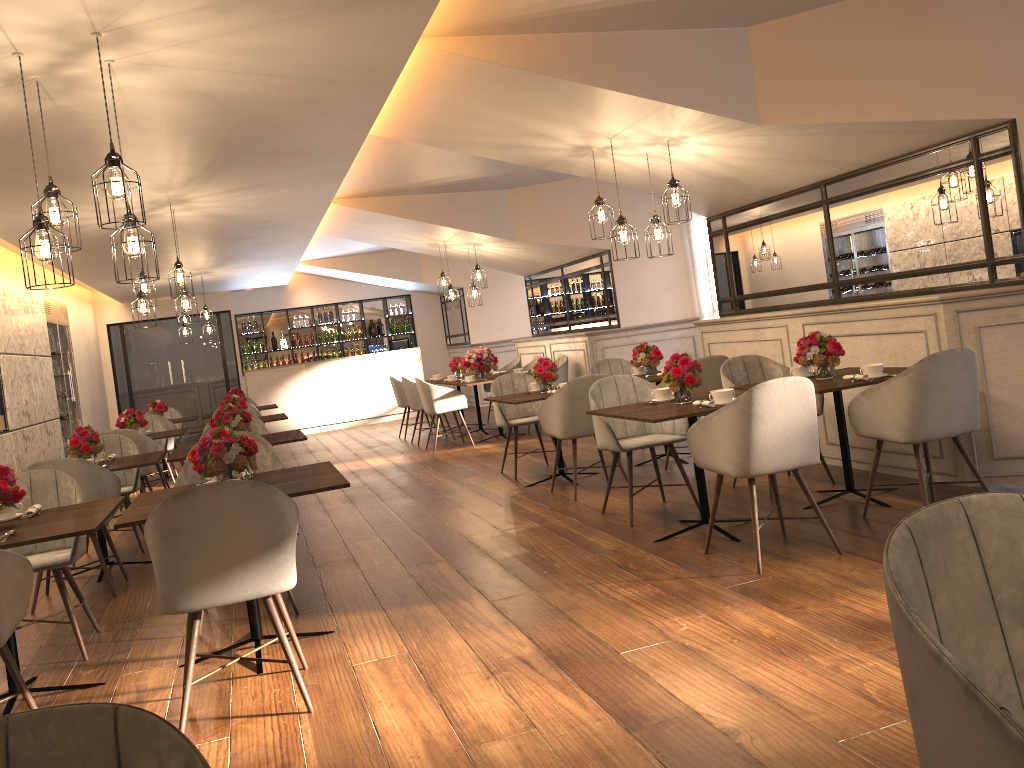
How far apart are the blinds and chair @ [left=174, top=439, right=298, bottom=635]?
6.2m

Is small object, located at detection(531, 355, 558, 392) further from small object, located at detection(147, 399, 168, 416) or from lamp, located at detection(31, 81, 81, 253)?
small object, located at detection(147, 399, 168, 416)

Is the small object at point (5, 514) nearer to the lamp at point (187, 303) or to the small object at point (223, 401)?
the lamp at point (187, 303)

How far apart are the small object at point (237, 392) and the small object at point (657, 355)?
5.7m

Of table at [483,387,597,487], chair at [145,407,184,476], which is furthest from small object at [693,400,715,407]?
chair at [145,407,184,476]

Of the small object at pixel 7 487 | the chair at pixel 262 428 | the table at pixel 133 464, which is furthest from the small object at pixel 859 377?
the chair at pixel 262 428

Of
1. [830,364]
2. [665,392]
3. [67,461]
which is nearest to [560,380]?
[665,392]

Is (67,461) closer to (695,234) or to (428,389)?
(428,389)

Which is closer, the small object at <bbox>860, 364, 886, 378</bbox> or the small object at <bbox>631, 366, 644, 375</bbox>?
the small object at <bbox>860, 364, 886, 378</bbox>

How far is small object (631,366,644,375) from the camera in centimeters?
765cm
